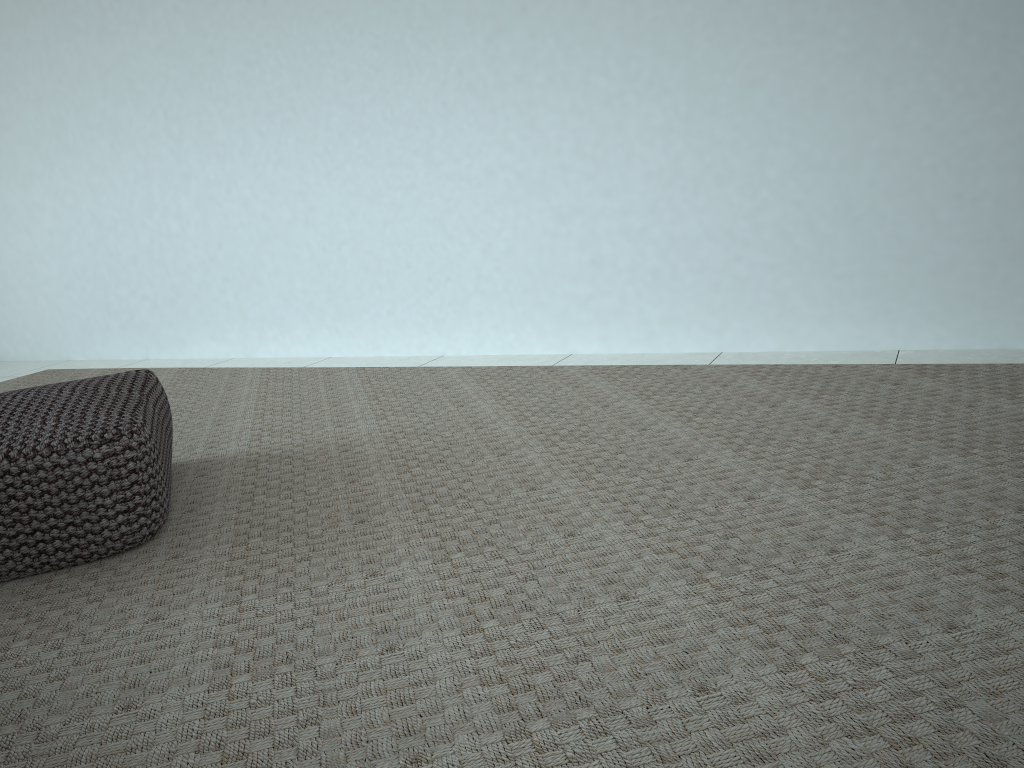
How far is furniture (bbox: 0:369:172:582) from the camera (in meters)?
1.53

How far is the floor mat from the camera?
1.0 meters

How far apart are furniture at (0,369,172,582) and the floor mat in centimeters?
2cm

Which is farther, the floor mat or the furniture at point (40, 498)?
the furniture at point (40, 498)

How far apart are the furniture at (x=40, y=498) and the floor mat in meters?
0.0

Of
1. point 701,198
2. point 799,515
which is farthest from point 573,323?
point 799,515

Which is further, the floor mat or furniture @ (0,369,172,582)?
furniture @ (0,369,172,582)

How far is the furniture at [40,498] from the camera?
1.5 meters
